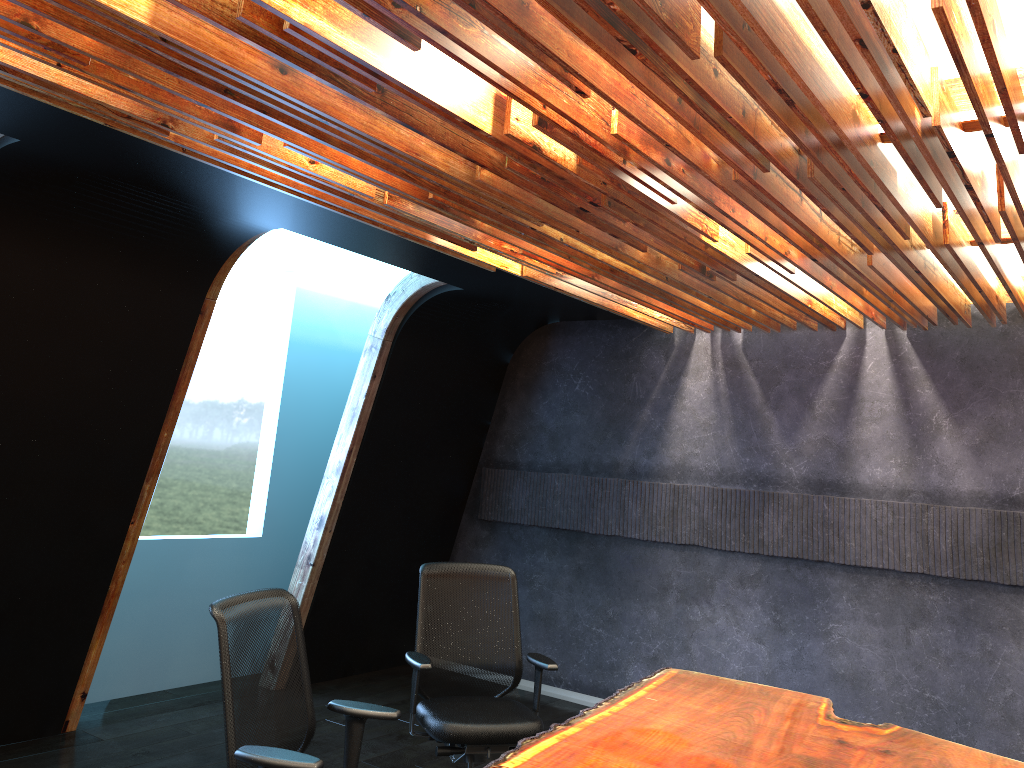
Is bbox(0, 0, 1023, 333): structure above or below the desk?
above

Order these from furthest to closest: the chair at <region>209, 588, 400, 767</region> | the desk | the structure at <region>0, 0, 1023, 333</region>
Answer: the desk, the chair at <region>209, 588, 400, 767</region>, the structure at <region>0, 0, 1023, 333</region>

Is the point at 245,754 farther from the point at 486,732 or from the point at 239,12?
the point at 239,12

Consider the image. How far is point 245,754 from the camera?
2.96m

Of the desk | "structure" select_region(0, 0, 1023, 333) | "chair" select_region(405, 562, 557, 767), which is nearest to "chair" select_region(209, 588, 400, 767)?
the desk

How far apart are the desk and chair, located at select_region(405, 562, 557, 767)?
0.5 meters

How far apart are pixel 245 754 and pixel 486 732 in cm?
168

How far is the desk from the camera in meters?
3.3 m

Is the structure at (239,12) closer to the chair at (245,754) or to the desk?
the chair at (245,754)

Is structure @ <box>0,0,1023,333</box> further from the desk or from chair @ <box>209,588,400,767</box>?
the desk
